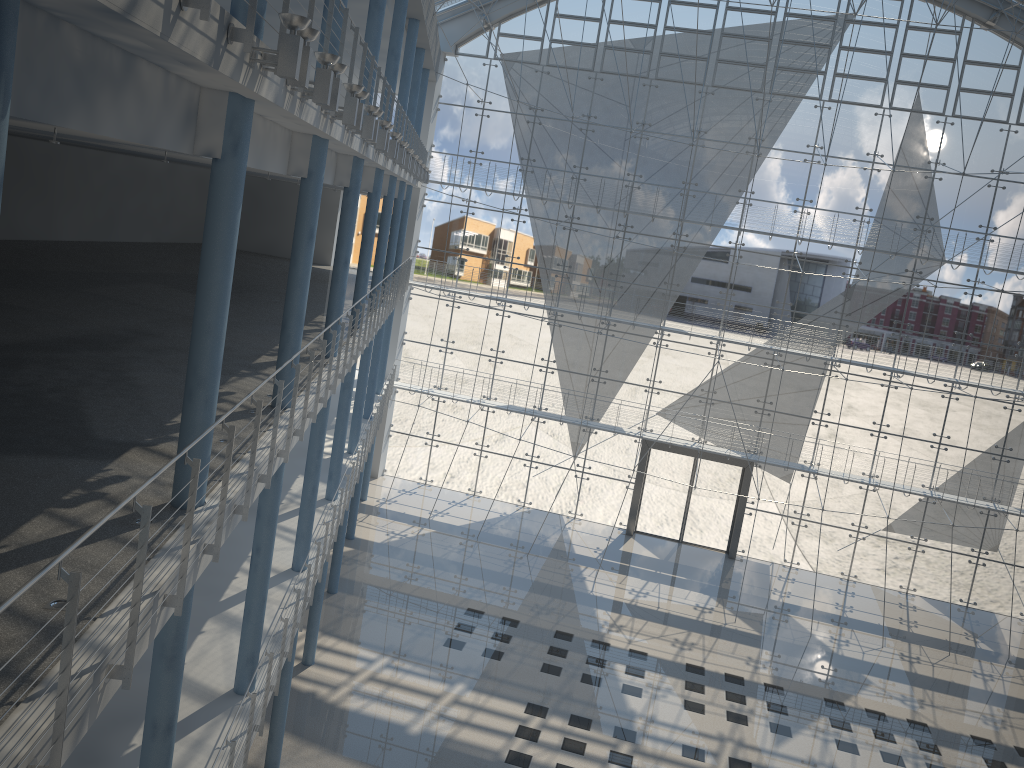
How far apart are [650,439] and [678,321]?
0.59m

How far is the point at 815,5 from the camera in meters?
4.0

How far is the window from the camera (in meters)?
3.96

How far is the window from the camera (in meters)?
3.96
